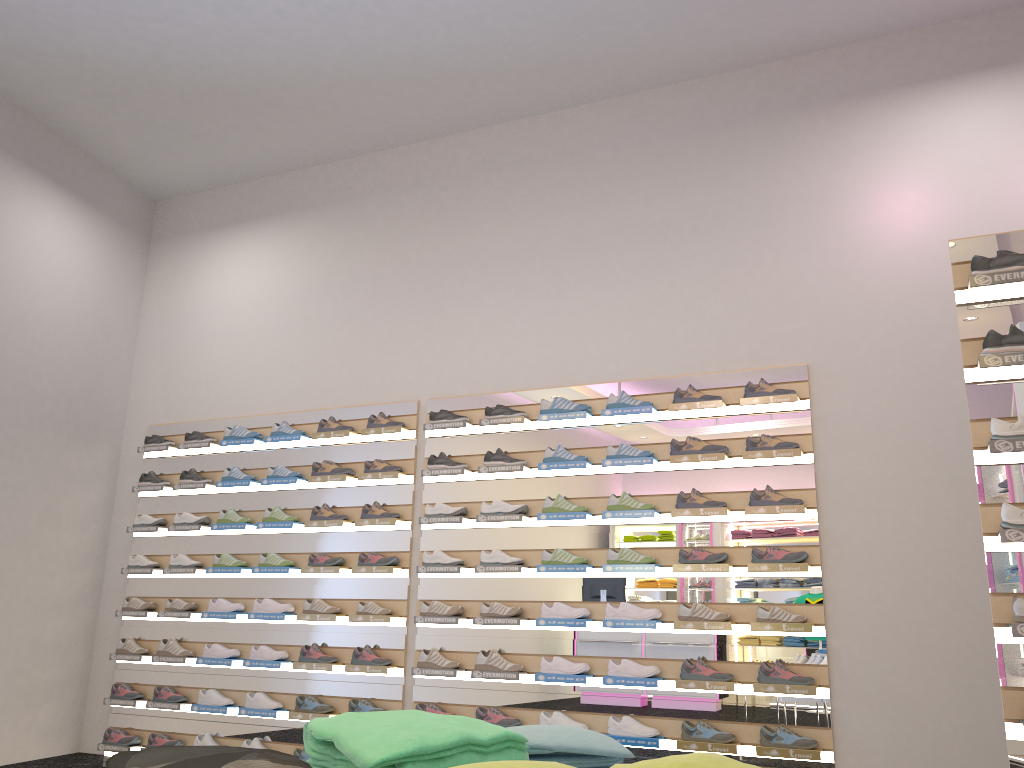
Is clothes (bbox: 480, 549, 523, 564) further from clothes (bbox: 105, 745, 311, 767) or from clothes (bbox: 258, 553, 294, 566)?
clothes (bbox: 105, 745, 311, 767)

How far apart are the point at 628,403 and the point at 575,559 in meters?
1.0

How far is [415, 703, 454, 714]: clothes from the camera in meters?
5.4

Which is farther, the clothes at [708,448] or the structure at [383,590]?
the structure at [383,590]

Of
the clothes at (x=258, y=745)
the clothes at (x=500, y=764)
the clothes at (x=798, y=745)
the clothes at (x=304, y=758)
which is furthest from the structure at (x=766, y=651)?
the clothes at (x=500, y=764)

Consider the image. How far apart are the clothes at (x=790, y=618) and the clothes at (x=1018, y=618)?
1.8m

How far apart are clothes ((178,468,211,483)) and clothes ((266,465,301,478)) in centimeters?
66cm

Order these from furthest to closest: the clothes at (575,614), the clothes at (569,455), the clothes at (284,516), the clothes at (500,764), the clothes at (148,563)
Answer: the clothes at (148,563)
the clothes at (284,516)
the clothes at (569,455)
the clothes at (575,614)
the clothes at (500,764)

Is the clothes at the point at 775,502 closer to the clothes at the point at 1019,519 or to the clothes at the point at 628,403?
the clothes at the point at 628,403

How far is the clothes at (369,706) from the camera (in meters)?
5.55
